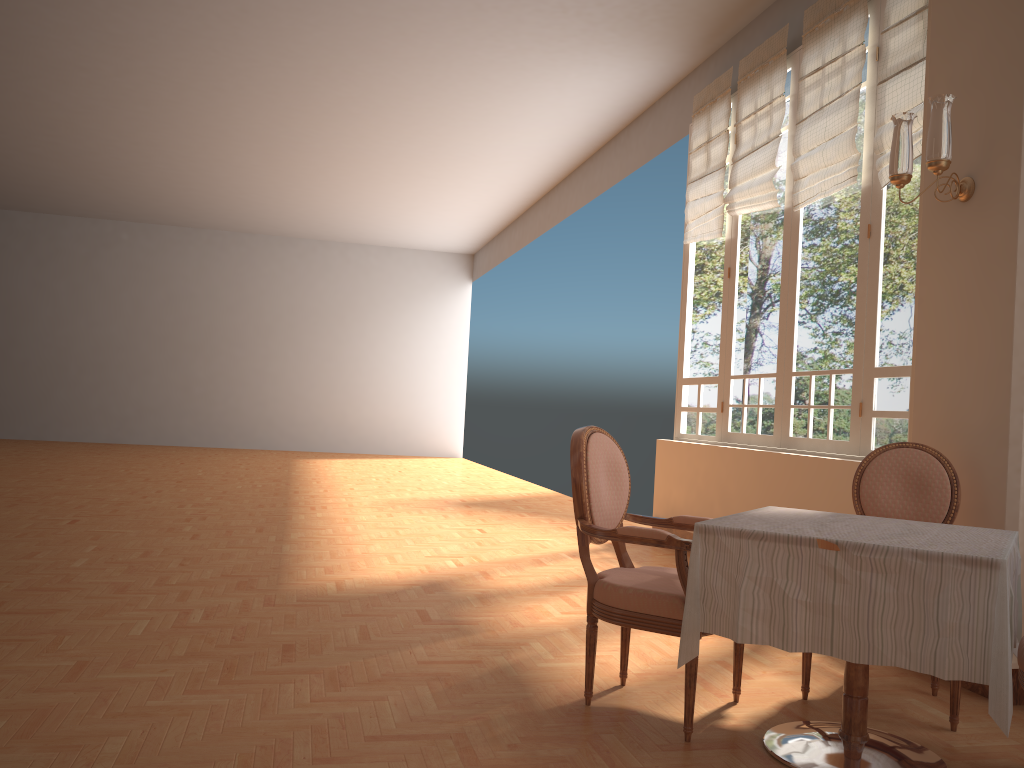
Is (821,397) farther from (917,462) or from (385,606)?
(385,606)

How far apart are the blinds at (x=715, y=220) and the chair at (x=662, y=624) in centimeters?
390cm

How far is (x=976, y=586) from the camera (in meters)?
2.14

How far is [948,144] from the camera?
3.4 meters

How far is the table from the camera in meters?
2.1 m

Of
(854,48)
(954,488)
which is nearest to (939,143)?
(954,488)

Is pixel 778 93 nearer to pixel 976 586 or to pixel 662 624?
pixel 662 624

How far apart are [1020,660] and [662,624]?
0.96m

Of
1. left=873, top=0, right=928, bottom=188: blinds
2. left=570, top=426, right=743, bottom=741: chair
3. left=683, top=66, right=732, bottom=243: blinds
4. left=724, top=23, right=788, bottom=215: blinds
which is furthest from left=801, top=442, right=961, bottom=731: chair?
left=683, top=66, right=732, bottom=243: blinds

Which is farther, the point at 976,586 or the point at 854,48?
the point at 854,48
